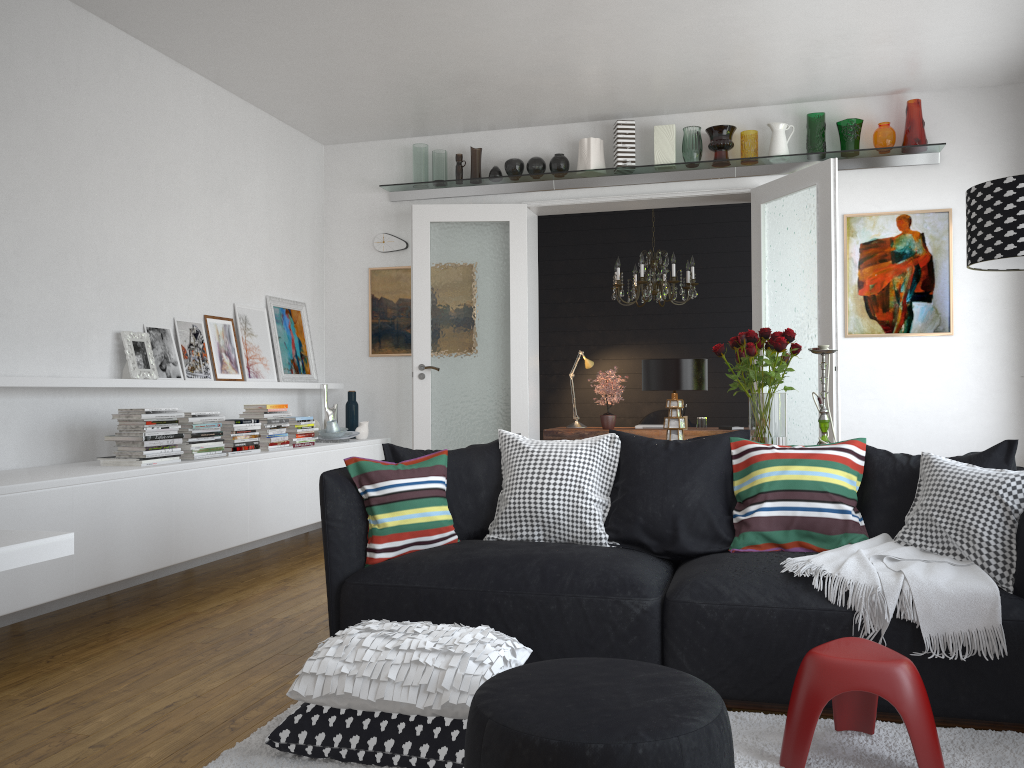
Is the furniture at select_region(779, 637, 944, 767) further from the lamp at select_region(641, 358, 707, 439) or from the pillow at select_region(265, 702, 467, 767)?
the lamp at select_region(641, 358, 707, 439)

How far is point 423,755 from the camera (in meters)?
2.42

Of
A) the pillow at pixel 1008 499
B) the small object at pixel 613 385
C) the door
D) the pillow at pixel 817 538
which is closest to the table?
the pillow at pixel 817 538

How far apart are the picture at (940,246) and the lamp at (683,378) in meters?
2.6

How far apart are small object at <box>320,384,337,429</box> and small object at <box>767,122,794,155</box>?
3.6m

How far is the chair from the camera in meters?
8.3 m

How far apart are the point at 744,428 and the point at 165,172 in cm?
482

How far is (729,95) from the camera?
6.0m

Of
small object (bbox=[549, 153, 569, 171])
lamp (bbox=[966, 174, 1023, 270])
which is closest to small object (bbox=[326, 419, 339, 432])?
small object (bbox=[549, 153, 569, 171])

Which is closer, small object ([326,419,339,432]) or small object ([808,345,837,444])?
small object ([808,345,837,444])
